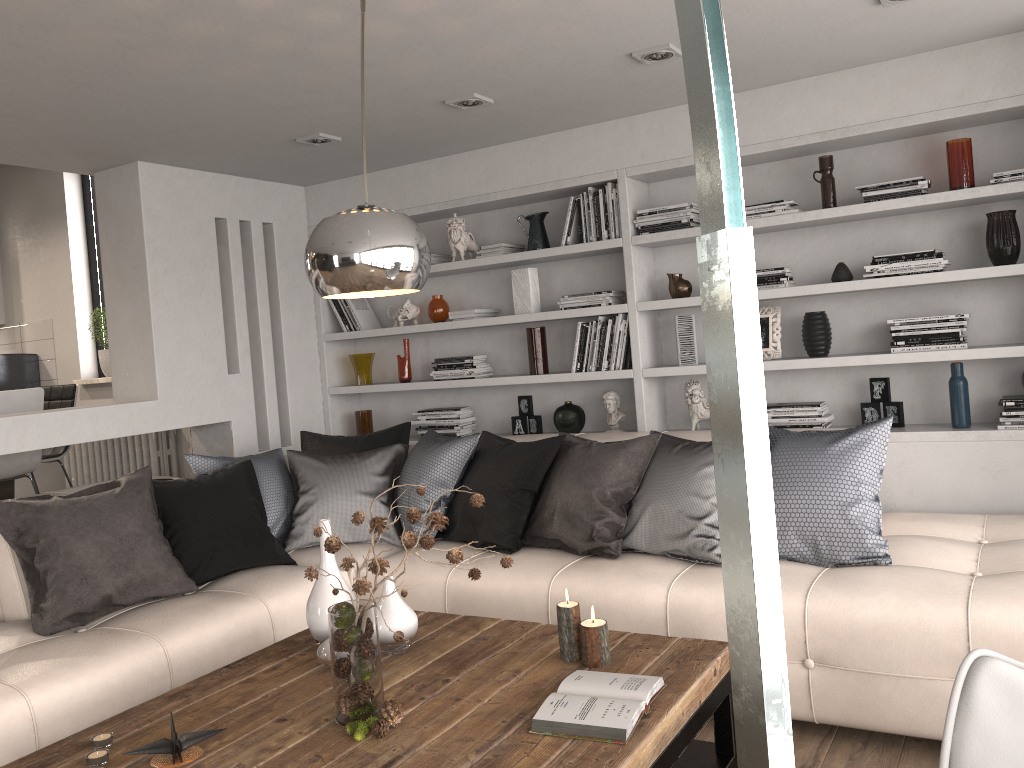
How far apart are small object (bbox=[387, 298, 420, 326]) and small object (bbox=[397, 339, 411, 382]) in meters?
0.2

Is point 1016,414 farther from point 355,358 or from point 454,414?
point 355,358

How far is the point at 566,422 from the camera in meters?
4.8 m

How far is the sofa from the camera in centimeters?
261cm

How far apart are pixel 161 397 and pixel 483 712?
3.1m

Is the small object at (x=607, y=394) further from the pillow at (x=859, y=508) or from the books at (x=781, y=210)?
the books at (x=781, y=210)

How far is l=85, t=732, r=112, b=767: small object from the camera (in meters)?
2.04

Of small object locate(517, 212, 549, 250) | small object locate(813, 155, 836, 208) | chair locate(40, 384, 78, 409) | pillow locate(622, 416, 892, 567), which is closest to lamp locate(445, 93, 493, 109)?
small object locate(517, 212, 549, 250)

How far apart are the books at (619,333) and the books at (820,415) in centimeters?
77cm

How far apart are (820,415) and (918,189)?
1.1 meters
